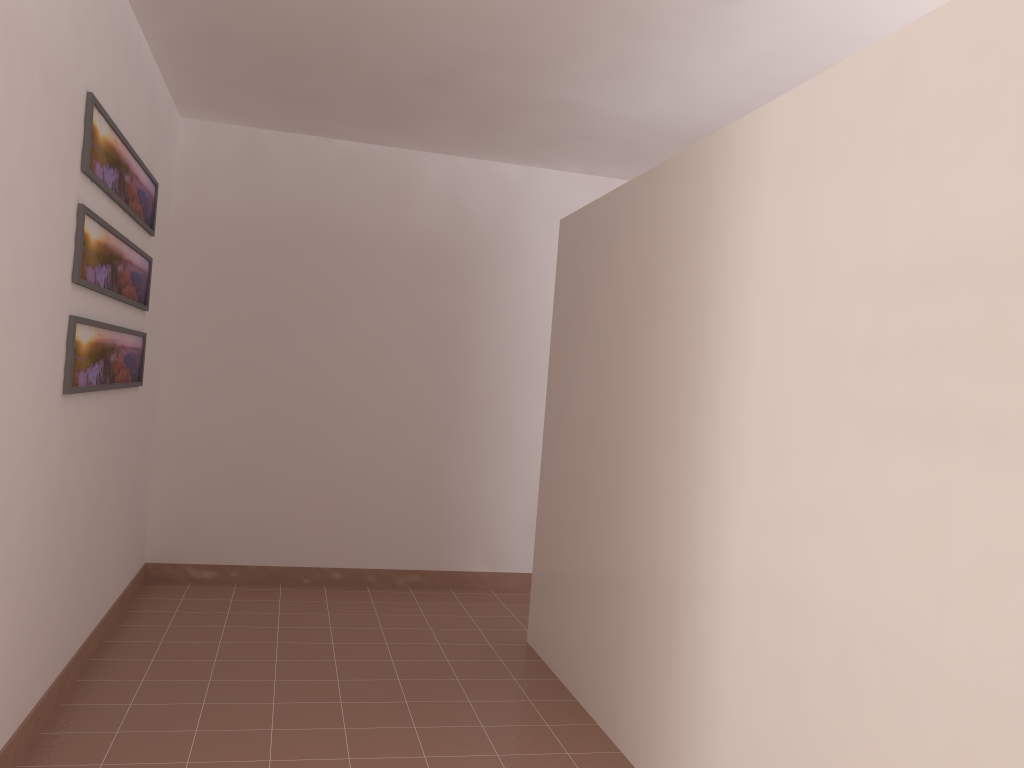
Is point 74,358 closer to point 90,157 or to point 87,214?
point 87,214

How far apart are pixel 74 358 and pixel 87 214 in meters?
0.5 m

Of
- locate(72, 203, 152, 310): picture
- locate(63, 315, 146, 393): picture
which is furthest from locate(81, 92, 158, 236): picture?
locate(63, 315, 146, 393): picture

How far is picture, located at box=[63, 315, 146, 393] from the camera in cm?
285

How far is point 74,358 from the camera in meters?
2.9 m

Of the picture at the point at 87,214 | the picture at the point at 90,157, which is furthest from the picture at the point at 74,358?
the picture at the point at 90,157

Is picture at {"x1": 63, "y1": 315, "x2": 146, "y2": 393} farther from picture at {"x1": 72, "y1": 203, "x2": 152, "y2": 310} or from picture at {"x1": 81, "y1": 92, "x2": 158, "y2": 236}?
picture at {"x1": 81, "y1": 92, "x2": 158, "y2": 236}

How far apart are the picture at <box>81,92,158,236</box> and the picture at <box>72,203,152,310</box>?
0.1 meters

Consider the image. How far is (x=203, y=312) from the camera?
4.8 meters

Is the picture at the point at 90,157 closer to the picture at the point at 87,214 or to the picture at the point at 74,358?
the picture at the point at 87,214
